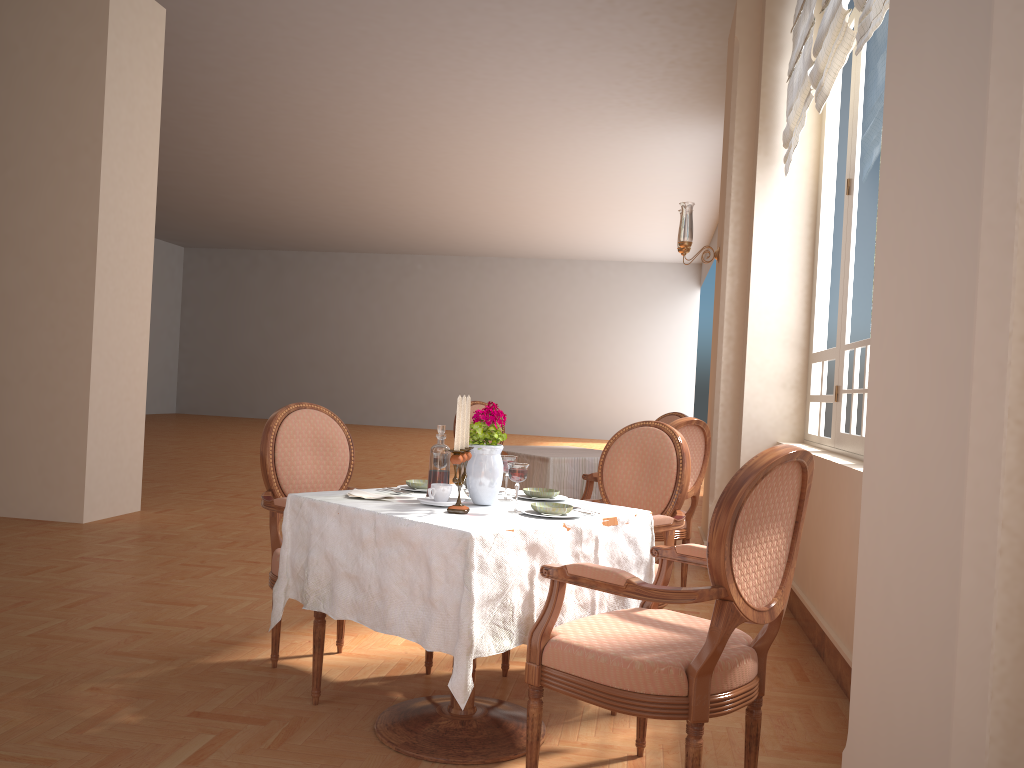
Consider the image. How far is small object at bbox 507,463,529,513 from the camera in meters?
2.4

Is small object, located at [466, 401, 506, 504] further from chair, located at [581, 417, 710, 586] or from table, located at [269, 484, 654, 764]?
chair, located at [581, 417, 710, 586]

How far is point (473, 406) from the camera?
5.8 meters

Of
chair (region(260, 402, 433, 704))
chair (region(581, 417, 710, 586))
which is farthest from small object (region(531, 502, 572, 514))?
chair (region(581, 417, 710, 586))

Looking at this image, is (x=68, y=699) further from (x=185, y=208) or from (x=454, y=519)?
(x=185, y=208)

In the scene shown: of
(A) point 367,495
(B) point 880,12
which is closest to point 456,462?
(A) point 367,495

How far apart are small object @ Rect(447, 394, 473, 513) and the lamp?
3.5m

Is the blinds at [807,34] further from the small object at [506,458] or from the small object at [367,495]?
the small object at [367,495]

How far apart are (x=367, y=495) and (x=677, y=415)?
3.4m

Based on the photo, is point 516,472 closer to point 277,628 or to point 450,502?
point 450,502
